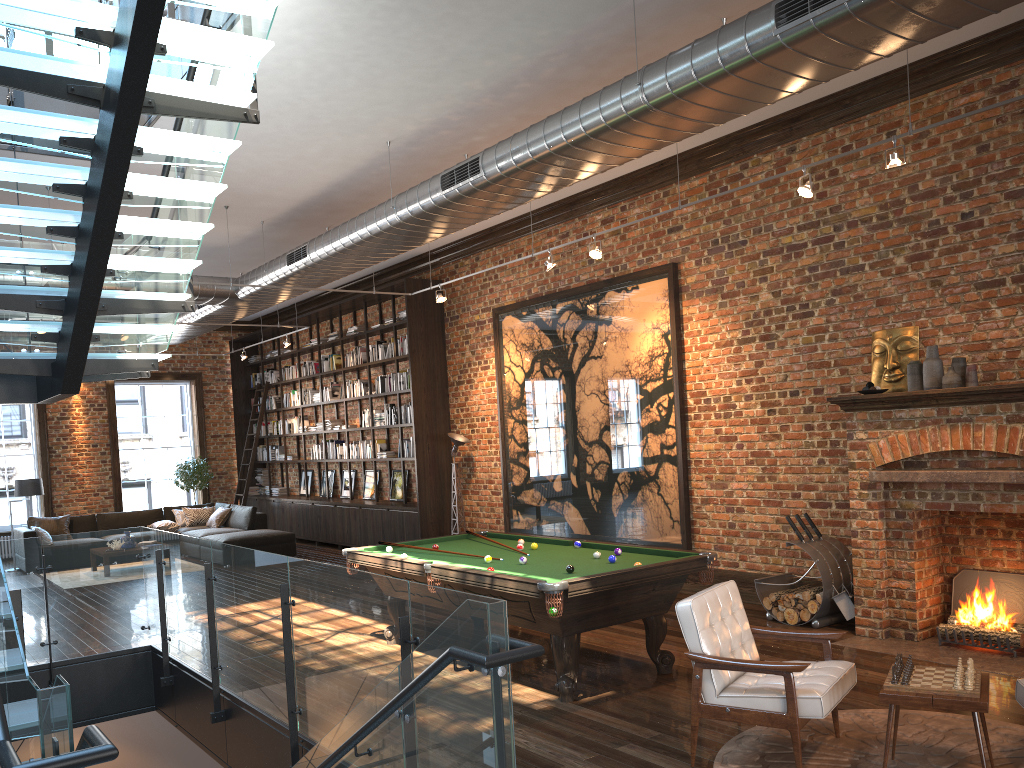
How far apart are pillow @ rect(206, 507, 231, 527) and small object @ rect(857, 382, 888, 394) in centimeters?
1154cm

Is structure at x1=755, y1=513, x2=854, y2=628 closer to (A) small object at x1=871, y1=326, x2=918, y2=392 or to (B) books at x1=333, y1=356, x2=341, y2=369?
(A) small object at x1=871, y1=326, x2=918, y2=392

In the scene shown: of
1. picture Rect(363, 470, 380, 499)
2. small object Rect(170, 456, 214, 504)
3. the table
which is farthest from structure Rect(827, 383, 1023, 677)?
small object Rect(170, 456, 214, 504)

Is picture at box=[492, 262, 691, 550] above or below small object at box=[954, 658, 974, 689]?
above

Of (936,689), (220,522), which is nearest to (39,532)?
(220,522)

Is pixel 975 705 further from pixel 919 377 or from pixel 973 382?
pixel 919 377

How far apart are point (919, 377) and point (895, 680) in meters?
3.5

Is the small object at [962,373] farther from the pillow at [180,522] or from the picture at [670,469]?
the pillow at [180,522]

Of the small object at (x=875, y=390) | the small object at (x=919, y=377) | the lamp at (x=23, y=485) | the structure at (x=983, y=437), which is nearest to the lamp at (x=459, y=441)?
the structure at (x=983, y=437)

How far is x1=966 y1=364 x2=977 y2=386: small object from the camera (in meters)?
6.46
